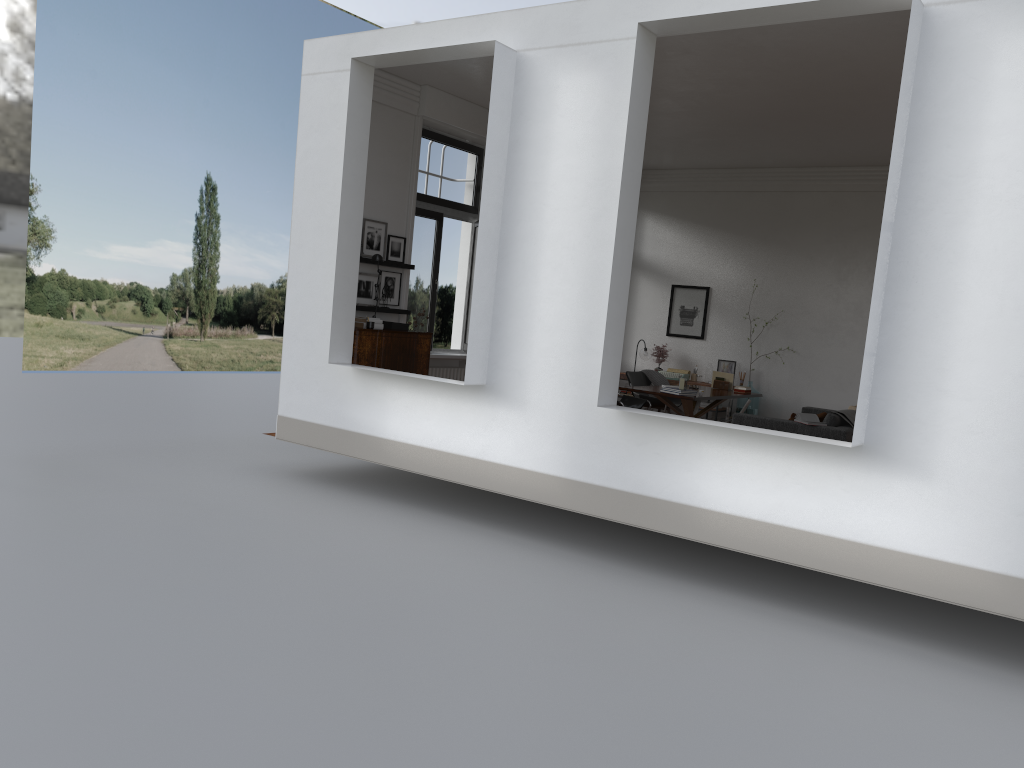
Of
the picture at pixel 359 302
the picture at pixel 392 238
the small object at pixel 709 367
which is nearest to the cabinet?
the picture at pixel 359 302

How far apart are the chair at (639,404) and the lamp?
2.37m

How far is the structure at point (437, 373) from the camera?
11.34m

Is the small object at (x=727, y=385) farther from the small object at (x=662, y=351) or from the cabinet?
the cabinet

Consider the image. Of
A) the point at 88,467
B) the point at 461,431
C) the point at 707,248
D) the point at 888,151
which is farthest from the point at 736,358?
the point at 88,467

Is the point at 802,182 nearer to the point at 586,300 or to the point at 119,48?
the point at 586,300

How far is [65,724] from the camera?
3.7m

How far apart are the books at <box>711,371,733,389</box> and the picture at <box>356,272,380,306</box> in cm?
505

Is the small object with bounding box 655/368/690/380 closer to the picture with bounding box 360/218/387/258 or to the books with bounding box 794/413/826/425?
the books with bounding box 794/413/826/425

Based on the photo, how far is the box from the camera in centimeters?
989cm
